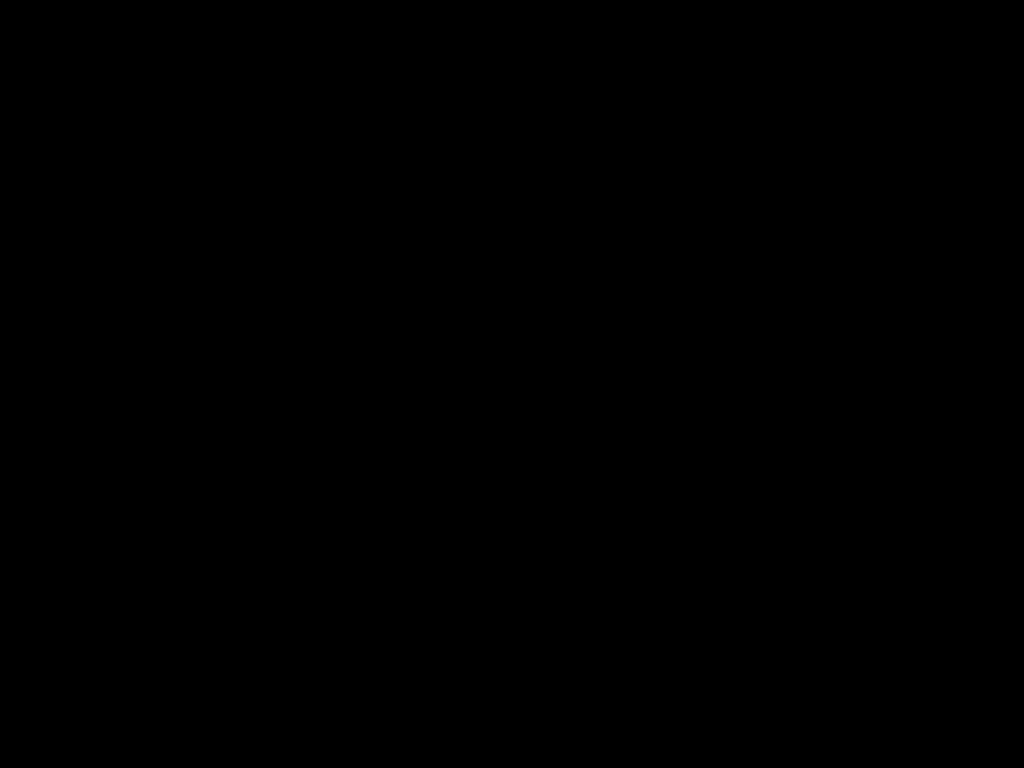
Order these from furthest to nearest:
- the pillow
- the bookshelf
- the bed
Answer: the pillow, the bookshelf, the bed

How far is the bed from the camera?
0.43m

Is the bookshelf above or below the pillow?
below

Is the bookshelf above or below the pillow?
below

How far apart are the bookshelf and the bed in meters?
0.0

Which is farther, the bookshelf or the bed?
the bookshelf

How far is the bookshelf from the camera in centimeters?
245cm

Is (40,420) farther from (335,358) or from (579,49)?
(579,49)

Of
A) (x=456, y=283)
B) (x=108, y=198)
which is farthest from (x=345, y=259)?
(x=108, y=198)

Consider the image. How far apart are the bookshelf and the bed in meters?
0.0
